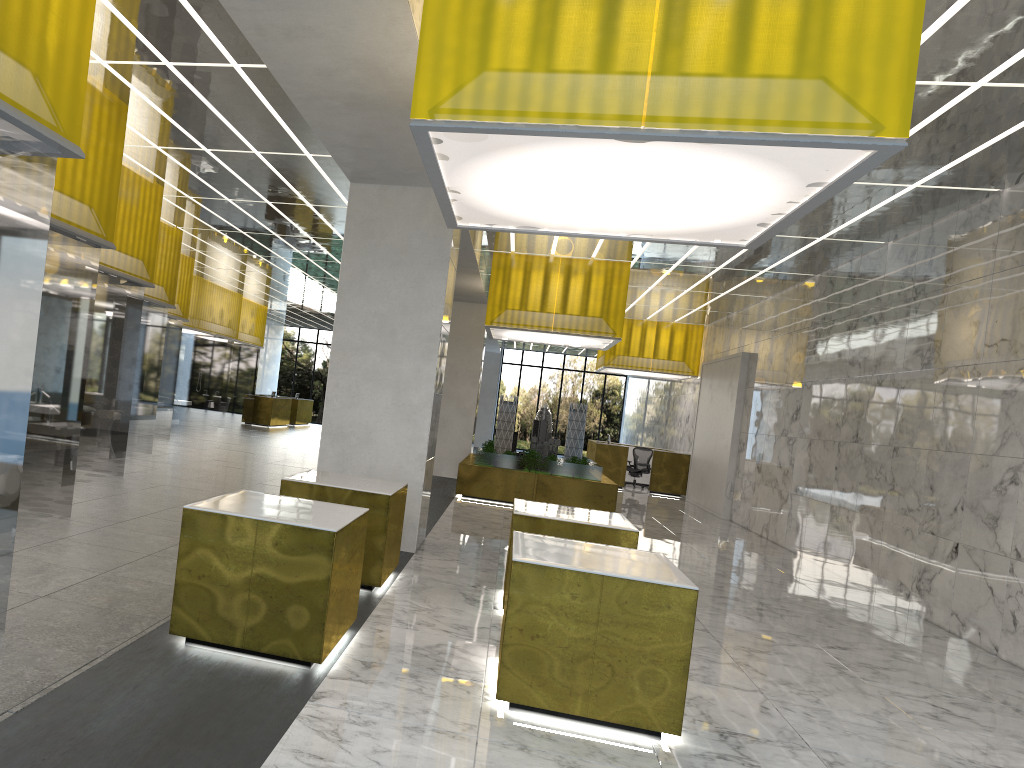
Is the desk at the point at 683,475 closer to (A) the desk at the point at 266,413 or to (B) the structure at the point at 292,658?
(A) the desk at the point at 266,413

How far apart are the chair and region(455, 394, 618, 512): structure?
7.1 meters

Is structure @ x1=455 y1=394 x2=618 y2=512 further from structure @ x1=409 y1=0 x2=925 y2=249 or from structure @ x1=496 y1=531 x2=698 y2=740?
structure @ x1=496 y1=531 x2=698 y2=740

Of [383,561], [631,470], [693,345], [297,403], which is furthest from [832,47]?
[297,403]

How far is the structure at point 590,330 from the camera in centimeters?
2049cm

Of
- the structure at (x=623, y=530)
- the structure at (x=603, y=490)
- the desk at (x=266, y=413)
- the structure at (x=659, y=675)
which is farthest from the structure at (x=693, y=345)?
the structure at (x=659, y=675)

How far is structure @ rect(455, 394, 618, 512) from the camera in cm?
2070

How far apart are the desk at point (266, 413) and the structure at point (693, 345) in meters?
16.5 m

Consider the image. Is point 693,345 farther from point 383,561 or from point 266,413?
point 383,561

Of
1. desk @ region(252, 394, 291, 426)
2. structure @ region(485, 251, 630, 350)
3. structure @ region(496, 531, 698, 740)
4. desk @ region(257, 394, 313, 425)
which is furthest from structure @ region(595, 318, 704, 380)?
structure @ region(496, 531, 698, 740)
